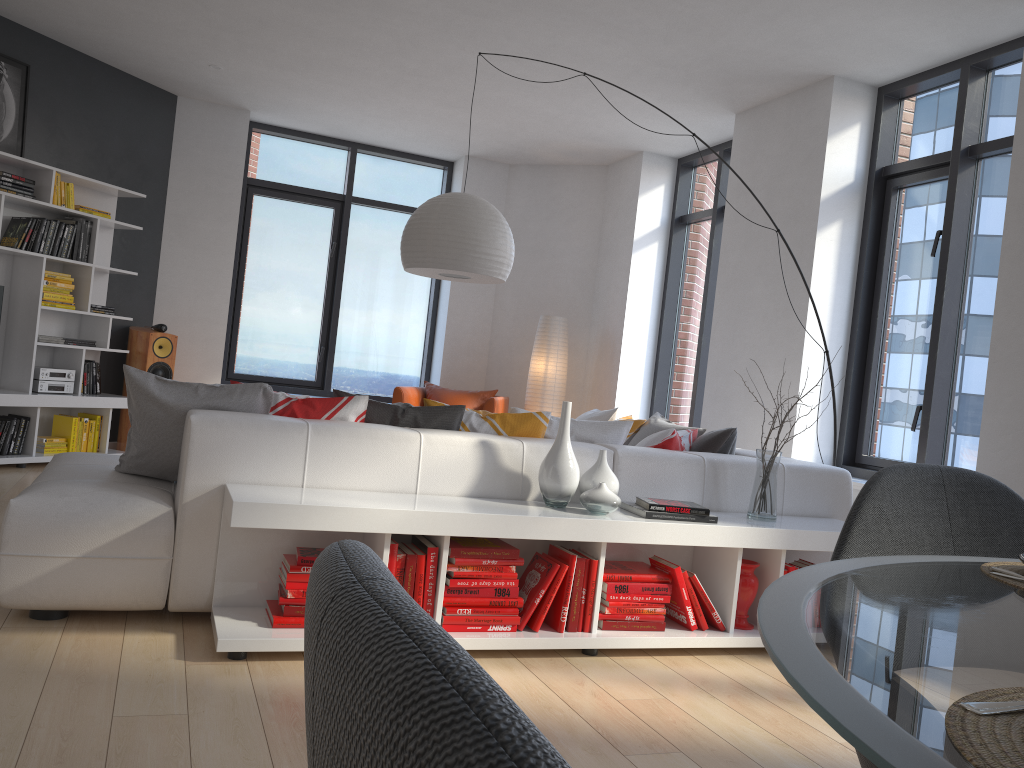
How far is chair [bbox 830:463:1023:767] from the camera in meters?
1.4 m

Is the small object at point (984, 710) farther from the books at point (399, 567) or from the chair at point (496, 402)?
the chair at point (496, 402)

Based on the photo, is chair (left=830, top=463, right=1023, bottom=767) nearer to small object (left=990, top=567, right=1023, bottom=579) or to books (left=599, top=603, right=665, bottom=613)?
small object (left=990, top=567, right=1023, bottom=579)

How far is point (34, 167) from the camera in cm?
604

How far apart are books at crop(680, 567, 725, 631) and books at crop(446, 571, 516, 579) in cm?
73

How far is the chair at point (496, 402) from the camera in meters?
7.2 m

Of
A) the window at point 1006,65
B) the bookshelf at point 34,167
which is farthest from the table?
the bookshelf at point 34,167

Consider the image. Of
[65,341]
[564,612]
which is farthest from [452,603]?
[65,341]

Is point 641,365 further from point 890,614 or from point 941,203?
point 890,614

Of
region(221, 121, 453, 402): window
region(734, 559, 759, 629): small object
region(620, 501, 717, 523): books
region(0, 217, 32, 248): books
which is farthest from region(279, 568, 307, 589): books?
region(221, 121, 453, 402): window
